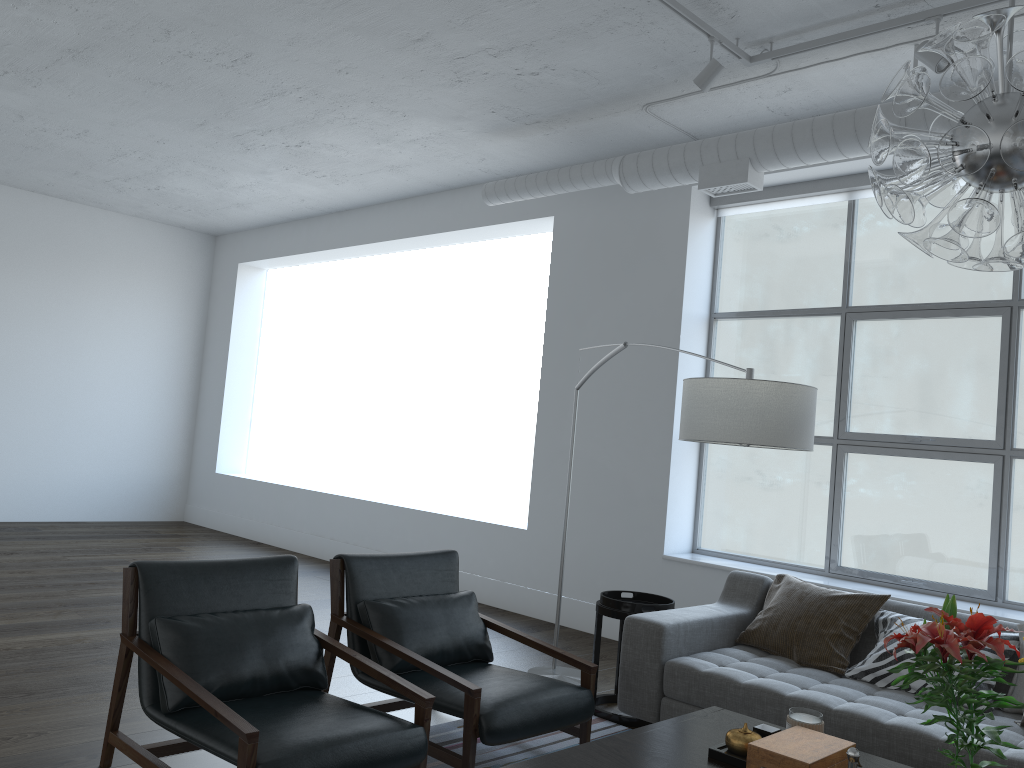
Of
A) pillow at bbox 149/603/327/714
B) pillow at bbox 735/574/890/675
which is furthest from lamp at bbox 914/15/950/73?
pillow at bbox 149/603/327/714

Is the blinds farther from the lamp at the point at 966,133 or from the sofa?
the lamp at the point at 966,133

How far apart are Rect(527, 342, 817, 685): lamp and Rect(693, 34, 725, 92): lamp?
1.23m

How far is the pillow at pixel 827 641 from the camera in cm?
361

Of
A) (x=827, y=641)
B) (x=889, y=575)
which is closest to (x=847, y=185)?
(x=889, y=575)

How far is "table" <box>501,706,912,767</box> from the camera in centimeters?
231cm

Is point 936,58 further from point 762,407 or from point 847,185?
point 762,407

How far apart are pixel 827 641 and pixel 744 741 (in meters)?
1.40

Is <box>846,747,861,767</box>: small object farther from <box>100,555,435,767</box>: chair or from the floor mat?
the floor mat

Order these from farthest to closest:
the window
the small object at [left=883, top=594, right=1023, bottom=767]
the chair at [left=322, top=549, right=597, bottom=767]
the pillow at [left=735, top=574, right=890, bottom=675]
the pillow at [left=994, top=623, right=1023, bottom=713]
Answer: the window → the pillow at [left=735, top=574, right=890, bottom=675] → the pillow at [left=994, top=623, right=1023, bottom=713] → the chair at [left=322, top=549, right=597, bottom=767] → the small object at [left=883, top=594, right=1023, bottom=767]
